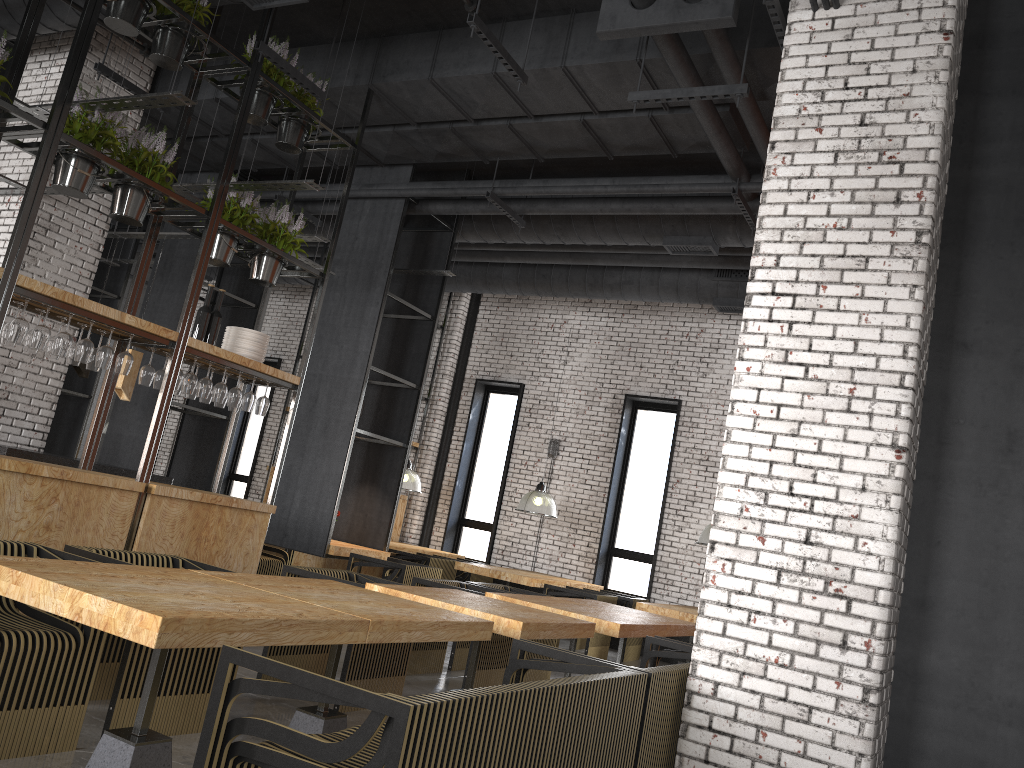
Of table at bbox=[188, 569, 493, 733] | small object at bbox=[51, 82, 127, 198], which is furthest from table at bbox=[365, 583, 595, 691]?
small object at bbox=[51, 82, 127, 198]

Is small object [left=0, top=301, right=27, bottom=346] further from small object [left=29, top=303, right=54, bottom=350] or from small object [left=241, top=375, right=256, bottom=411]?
small object [left=241, top=375, right=256, bottom=411]

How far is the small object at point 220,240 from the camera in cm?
639

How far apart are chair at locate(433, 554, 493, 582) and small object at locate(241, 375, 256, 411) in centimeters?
559cm

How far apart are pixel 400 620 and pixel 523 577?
6.3m

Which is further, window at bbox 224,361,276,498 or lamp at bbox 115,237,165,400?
window at bbox 224,361,276,498

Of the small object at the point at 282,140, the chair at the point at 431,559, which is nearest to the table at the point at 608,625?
the small object at the point at 282,140

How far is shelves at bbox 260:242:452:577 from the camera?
11.1 meters

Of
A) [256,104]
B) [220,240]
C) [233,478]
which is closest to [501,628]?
[220,240]

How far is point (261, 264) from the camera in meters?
6.8 m
